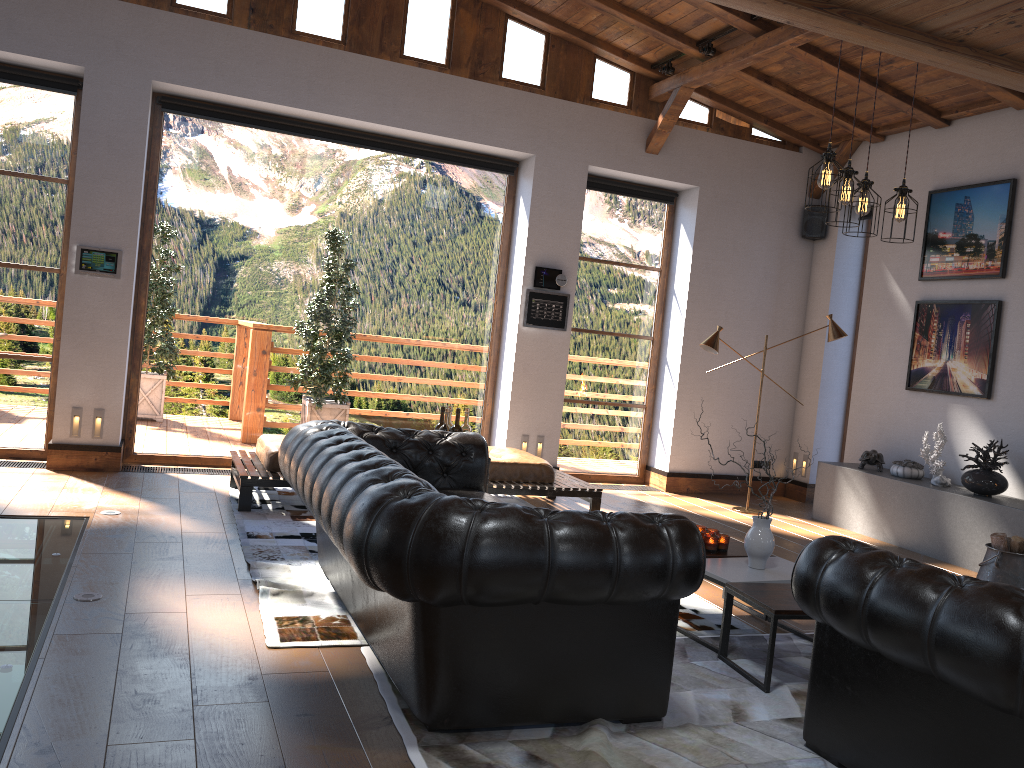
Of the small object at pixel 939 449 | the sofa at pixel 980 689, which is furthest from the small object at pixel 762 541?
the small object at pixel 939 449

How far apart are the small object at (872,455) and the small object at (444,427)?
4.2 meters

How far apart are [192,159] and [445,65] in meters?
2.3

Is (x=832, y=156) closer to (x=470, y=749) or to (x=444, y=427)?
(x=444, y=427)

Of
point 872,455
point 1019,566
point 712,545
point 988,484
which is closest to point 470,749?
point 712,545

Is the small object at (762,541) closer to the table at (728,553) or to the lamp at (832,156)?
the table at (728,553)

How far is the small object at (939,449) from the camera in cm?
709

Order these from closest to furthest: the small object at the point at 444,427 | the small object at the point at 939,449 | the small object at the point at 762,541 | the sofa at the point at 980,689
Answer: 1. the sofa at the point at 980,689
2. the small object at the point at 762,541
3. the small object at the point at 444,427
4. the small object at the point at 939,449

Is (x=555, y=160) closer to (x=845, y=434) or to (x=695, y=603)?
(x=845, y=434)

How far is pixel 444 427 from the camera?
5.53m
